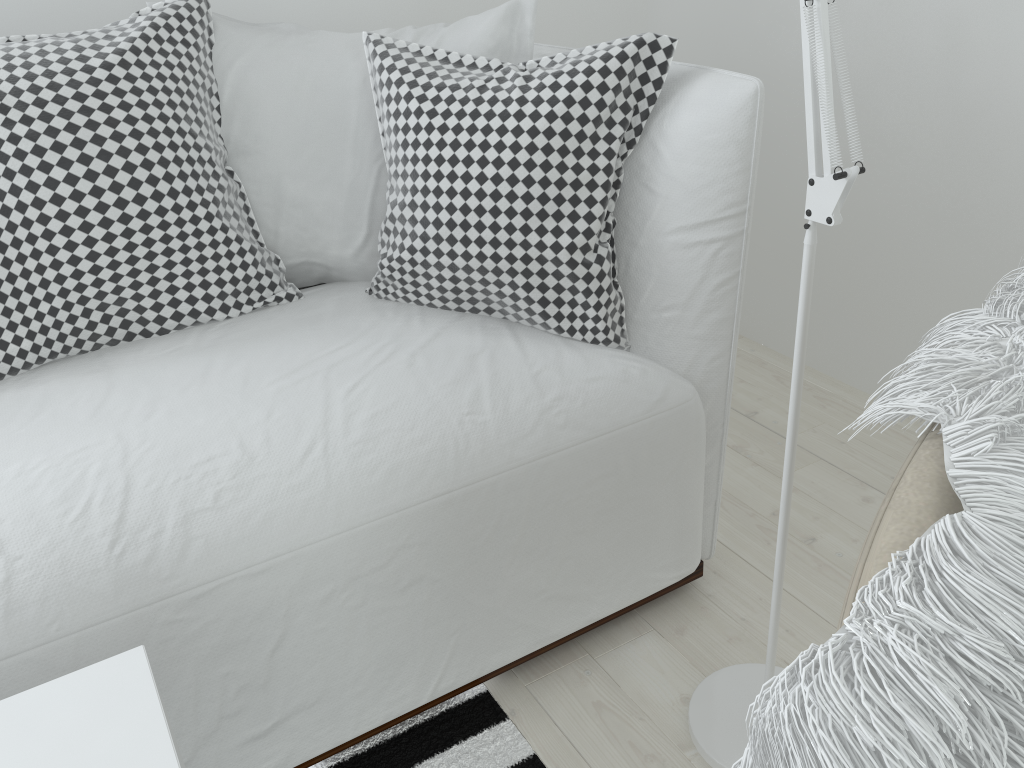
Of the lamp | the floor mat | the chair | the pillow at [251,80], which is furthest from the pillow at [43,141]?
the chair

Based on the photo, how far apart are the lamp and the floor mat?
0.2m

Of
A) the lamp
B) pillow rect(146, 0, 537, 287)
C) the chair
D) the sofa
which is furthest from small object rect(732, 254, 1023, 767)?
pillow rect(146, 0, 537, 287)

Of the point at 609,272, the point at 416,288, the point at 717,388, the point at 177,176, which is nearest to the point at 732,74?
the point at 609,272

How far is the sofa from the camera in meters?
0.9 m

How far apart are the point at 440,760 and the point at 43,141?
0.96m

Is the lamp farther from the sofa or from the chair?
the chair

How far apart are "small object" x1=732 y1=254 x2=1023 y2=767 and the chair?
0.01m

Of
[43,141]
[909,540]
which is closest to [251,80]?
[43,141]

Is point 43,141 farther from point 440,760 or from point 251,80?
point 440,760
